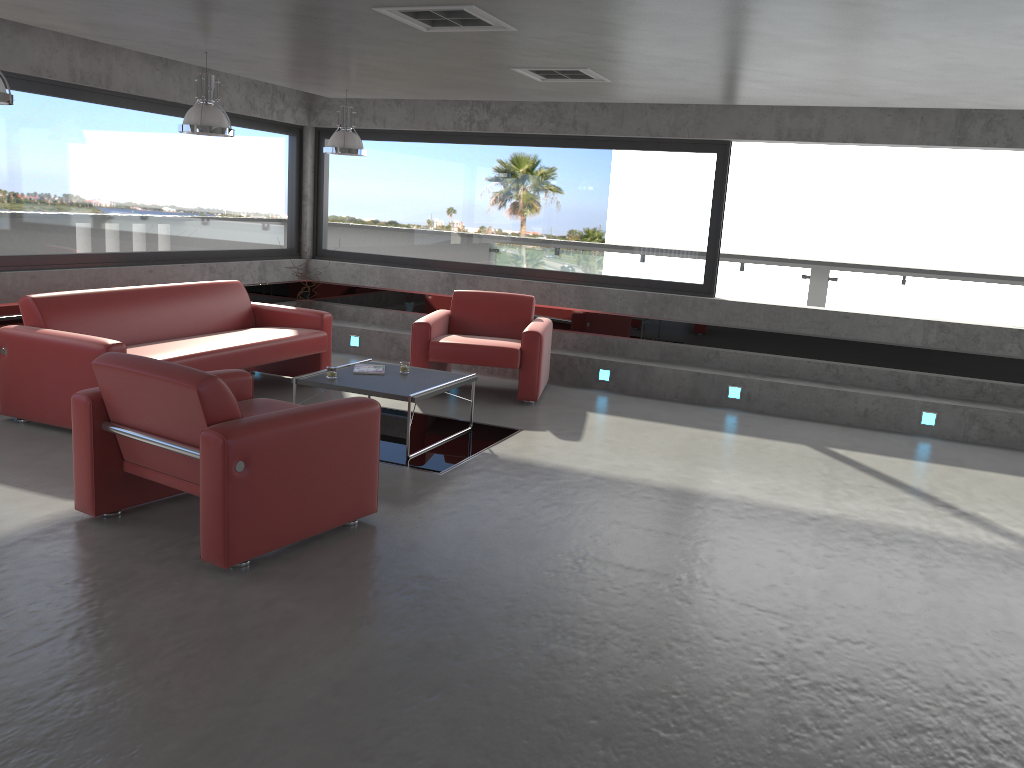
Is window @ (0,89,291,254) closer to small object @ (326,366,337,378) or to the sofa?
the sofa

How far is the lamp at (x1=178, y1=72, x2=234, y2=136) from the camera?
6.2 meters

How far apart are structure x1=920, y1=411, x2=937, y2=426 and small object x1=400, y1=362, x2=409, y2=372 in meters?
4.5 m

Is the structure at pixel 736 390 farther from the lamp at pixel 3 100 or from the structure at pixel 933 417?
the lamp at pixel 3 100

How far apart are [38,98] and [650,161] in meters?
5.4 m

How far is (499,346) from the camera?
7.7 meters

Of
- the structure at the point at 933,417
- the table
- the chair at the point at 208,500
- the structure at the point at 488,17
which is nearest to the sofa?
the table

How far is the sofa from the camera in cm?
595

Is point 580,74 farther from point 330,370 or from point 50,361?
point 50,361

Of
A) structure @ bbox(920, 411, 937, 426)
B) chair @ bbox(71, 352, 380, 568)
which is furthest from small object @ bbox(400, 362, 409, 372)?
structure @ bbox(920, 411, 937, 426)
